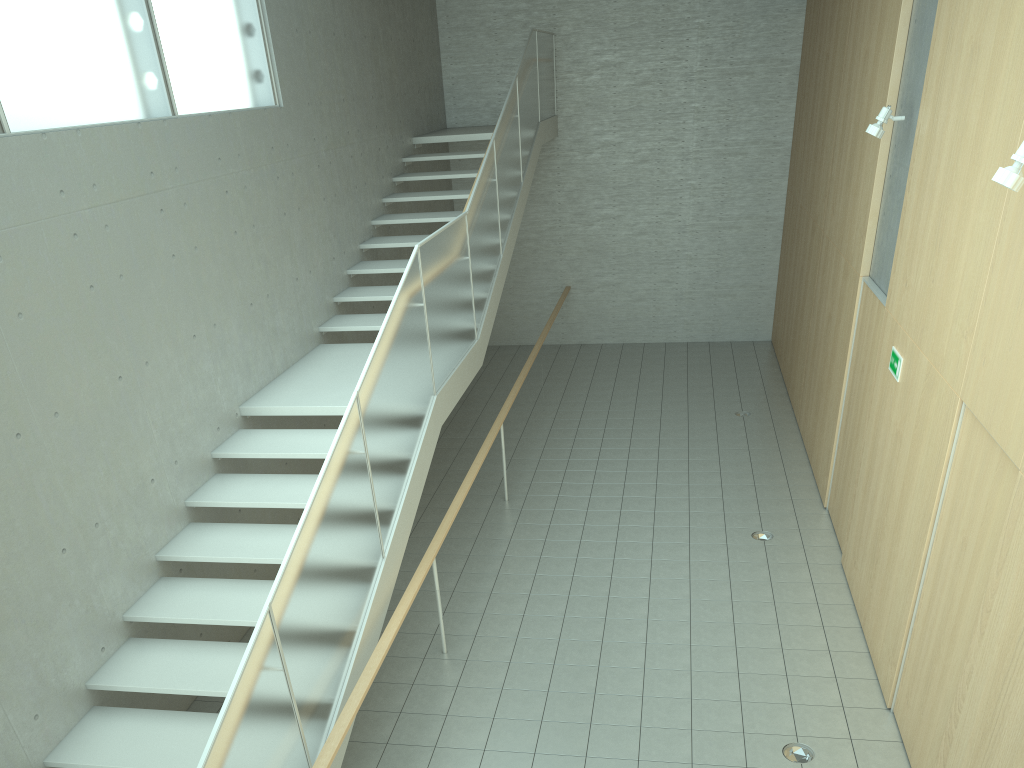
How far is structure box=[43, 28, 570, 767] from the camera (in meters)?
3.83

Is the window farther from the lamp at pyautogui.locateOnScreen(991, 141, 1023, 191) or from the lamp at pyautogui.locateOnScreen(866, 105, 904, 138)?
the lamp at pyautogui.locateOnScreen(866, 105, 904, 138)

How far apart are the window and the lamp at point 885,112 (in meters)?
5.04

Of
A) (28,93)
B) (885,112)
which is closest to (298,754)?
(28,93)

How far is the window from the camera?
4.7m

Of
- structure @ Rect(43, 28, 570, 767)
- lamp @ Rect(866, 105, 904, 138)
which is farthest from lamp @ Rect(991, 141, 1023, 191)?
structure @ Rect(43, 28, 570, 767)

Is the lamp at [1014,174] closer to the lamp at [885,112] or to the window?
the lamp at [885,112]

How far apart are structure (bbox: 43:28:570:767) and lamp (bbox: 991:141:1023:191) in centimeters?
332cm

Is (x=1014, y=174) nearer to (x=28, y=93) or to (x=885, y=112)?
(x=885, y=112)

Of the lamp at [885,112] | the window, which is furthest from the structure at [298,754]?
the lamp at [885,112]
